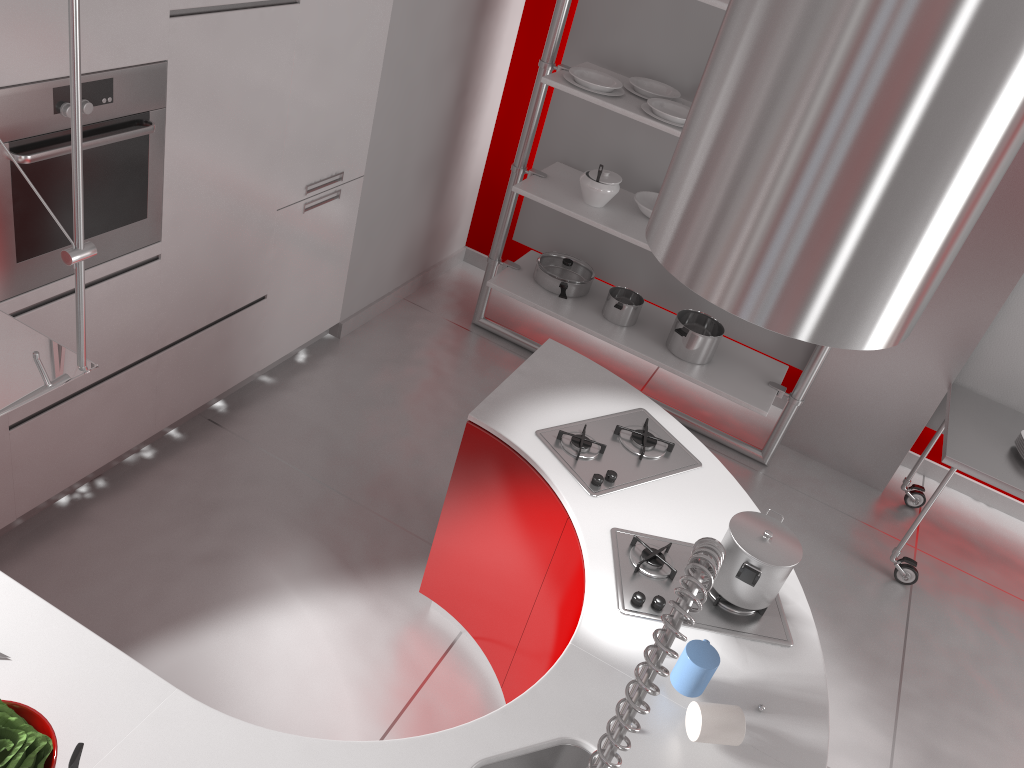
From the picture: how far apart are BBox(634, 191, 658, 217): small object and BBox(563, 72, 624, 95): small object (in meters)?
0.51

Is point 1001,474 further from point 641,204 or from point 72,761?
point 72,761

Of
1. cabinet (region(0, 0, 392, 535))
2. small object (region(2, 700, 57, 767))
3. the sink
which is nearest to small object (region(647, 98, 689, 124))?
cabinet (region(0, 0, 392, 535))

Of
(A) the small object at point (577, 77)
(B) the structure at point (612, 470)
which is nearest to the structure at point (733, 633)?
(B) the structure at point (612, 470)

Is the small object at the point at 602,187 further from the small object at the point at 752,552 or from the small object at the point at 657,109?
the small object at the point at 752,552

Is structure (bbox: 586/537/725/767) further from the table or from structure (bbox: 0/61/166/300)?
the table

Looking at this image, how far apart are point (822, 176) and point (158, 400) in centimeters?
255cm

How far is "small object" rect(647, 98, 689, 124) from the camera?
3.69m

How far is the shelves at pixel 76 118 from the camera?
1.0m

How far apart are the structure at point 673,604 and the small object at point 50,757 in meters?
0.9 m
